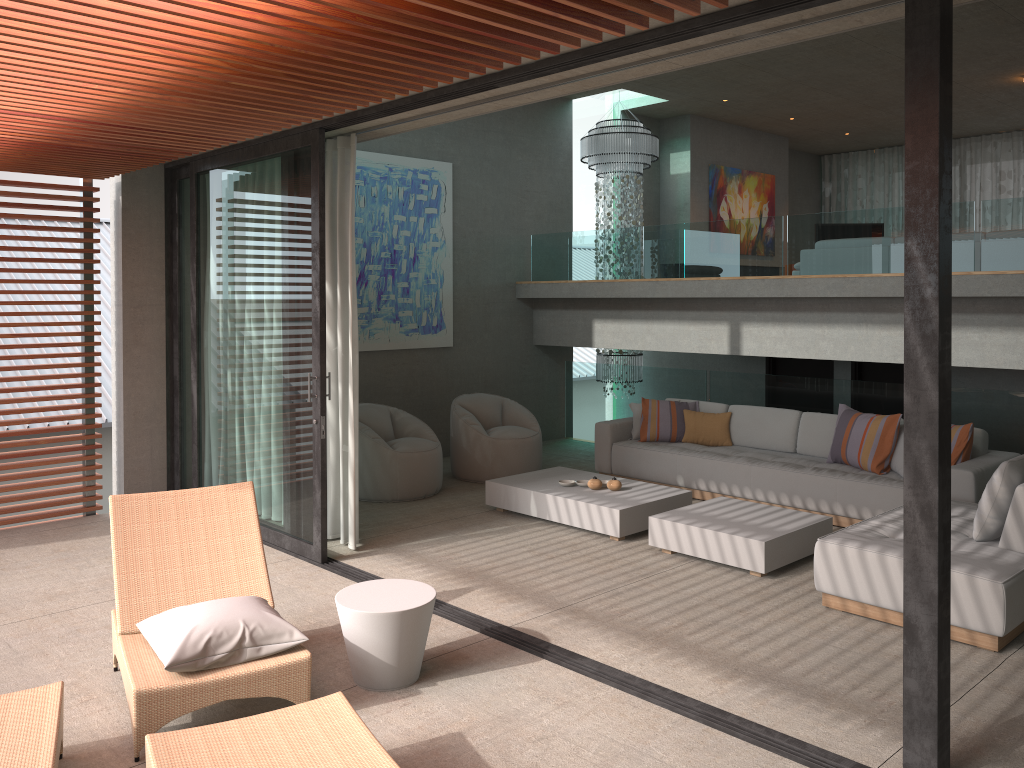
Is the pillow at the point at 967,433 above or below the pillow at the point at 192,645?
above

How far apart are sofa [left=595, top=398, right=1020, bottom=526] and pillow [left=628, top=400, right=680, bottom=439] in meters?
0.1 m

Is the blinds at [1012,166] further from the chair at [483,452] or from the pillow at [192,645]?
the pillow at [192,645]

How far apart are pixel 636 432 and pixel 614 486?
1.65m

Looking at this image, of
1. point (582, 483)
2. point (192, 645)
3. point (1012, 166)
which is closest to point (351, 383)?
point (582, 483)

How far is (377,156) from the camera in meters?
9.0

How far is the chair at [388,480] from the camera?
7.7 meters

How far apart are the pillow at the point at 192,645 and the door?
7.5m

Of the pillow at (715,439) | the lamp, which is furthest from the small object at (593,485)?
the lamp

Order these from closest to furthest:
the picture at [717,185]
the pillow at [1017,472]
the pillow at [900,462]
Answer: the pillow at [1017,472] < the pillow at [900,462] < the picture at [717,185]
